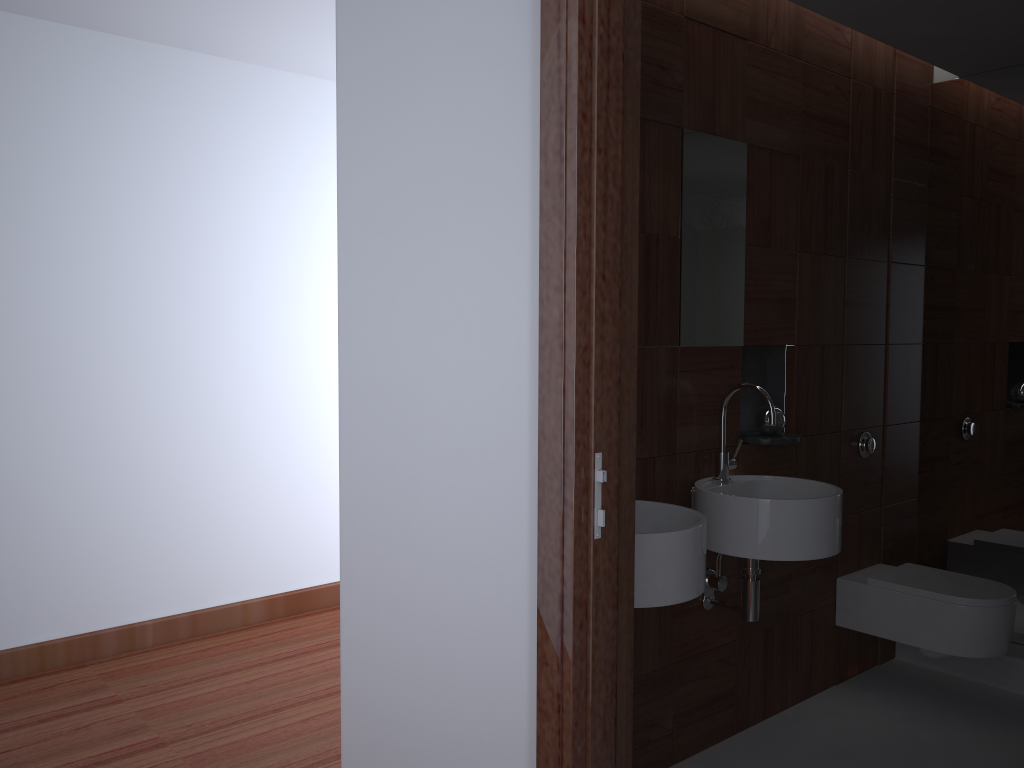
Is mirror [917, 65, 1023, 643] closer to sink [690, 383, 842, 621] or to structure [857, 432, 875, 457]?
structure [857, 432, 875, 457]

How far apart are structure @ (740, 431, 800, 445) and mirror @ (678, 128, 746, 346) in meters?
0.3 m

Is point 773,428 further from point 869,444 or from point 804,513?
point 869,444

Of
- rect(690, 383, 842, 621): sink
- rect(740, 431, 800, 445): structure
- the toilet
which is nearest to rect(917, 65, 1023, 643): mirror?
the toilet

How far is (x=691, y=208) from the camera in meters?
2.6

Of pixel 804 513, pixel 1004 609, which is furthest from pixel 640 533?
pixel 1004 609

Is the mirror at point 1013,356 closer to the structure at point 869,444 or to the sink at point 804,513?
the structure at point 869,444

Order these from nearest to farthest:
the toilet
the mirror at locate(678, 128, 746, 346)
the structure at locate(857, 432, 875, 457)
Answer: the mirror at locate(678, 128, 746, 346) → the toilet → the structure at locate(857, 432, 875, 457)

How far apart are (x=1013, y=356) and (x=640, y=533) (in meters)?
2.18

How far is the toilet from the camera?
2.94m
